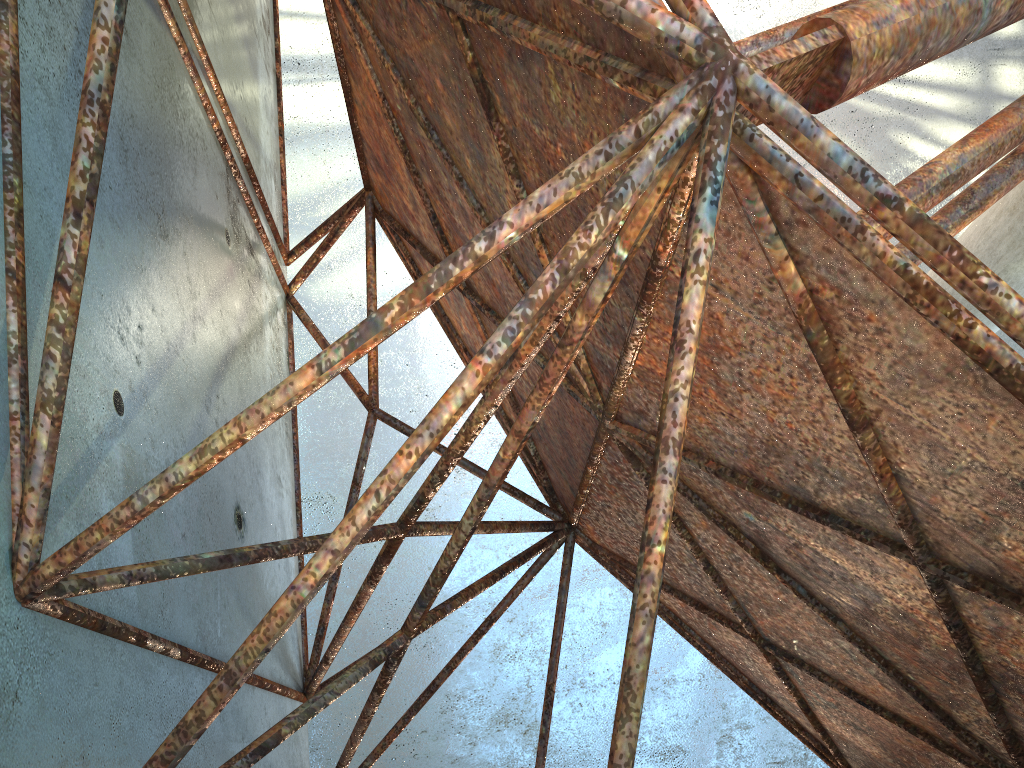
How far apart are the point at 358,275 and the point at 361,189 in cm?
1268

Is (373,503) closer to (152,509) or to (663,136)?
(152,509)

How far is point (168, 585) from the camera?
4.9 meters
